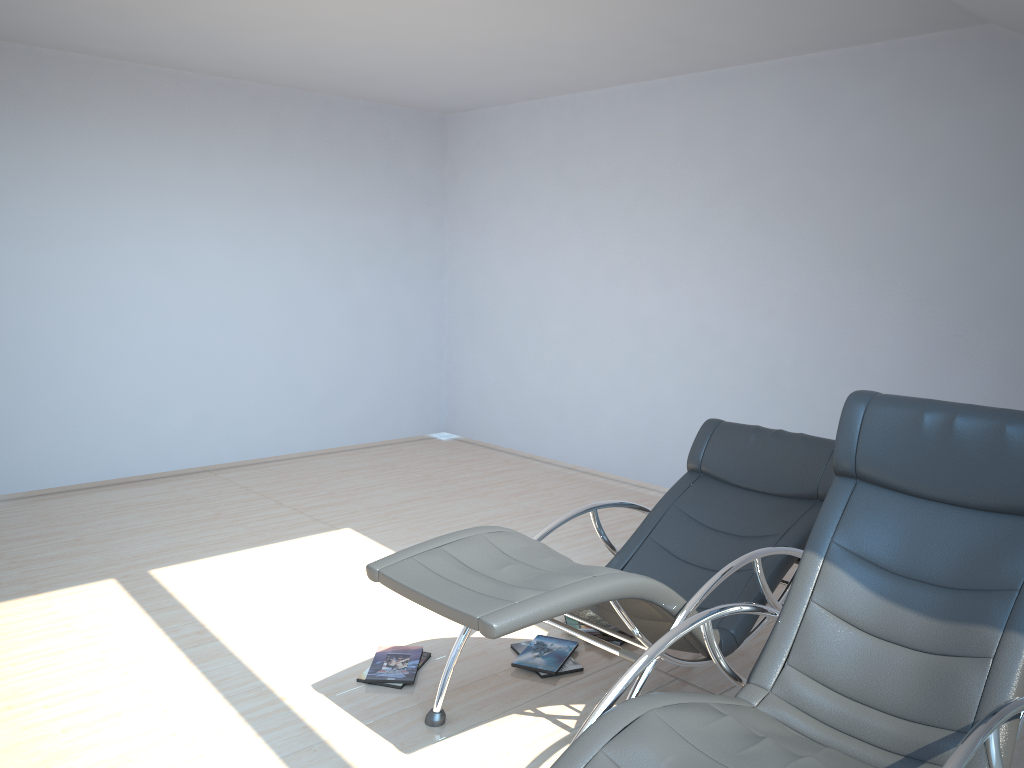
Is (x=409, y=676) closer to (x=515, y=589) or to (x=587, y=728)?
(x=515, y=589)

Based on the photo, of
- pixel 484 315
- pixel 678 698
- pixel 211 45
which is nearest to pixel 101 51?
pixel 211 45

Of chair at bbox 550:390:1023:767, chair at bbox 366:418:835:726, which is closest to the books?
chair at bbox 366:418:835:726

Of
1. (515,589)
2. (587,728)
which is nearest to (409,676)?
(515,589)

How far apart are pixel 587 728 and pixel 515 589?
0.52m

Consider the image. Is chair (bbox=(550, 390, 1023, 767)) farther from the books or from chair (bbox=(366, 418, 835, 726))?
the books

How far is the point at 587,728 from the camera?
2.2 meters

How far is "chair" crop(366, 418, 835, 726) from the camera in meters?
2.6 m

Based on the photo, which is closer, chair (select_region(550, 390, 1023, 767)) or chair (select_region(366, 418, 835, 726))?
chair (select_region(550, 390, 1023, 767))

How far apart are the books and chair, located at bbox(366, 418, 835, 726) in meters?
0.3 m
